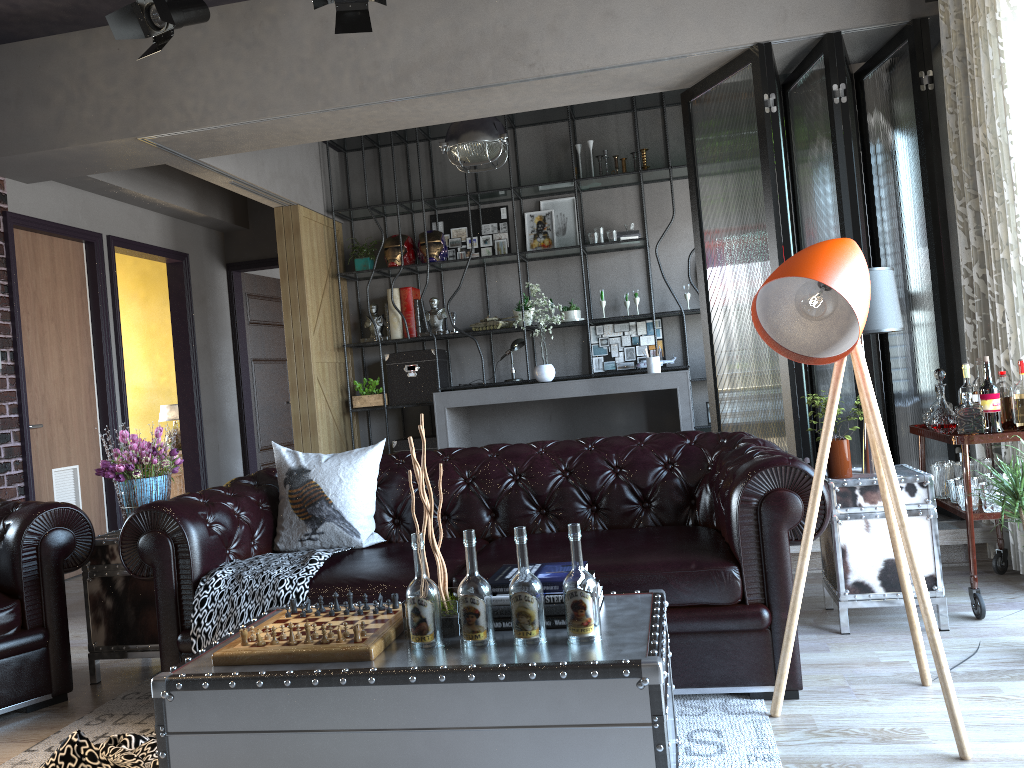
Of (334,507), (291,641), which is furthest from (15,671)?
(291,641)

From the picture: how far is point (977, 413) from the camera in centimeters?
357cm

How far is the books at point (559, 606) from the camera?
2.3m

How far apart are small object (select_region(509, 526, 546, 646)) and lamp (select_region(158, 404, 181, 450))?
6.8m

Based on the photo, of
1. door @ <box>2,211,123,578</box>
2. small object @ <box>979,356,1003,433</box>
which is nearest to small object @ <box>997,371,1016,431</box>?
small object @ <box>979,356,1003,433</box>

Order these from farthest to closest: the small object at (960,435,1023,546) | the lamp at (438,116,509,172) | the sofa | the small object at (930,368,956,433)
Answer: the lamp at (438,116,509,172)
the small object at (930,368,956,433)
the small object at (960,435,1023,546)
the sofa

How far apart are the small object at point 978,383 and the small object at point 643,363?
3.85m

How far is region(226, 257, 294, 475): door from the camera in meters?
8.8

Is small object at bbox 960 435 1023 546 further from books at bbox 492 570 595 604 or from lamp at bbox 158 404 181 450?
lamp at bbox 158 404 181 450

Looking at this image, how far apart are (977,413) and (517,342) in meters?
4.6 m
